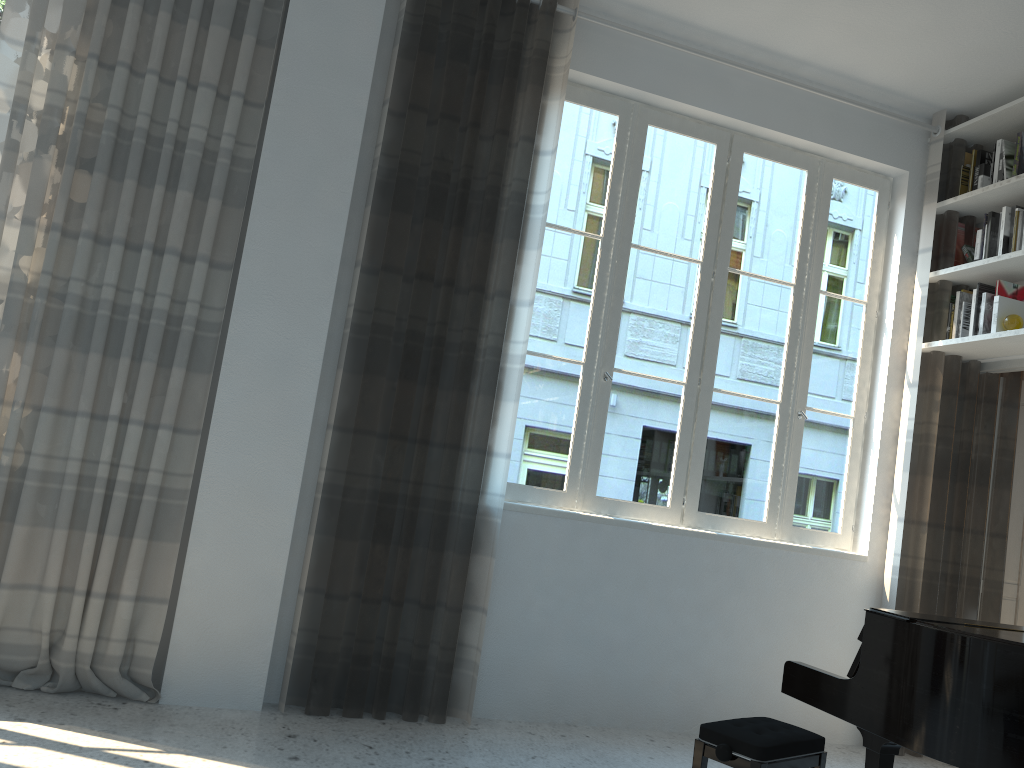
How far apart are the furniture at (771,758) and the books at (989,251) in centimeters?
264cm

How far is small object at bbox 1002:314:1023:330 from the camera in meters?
4.1 m

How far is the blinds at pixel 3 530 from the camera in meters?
3.2

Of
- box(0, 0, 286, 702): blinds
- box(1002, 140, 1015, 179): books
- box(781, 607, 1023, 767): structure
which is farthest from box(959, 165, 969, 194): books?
box(0, 0, 286, 702): blinds

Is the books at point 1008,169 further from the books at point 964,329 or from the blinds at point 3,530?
the blinds at point 3,530

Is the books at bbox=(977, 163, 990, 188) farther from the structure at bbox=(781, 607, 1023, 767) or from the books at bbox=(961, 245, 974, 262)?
the structure at bbox=(781, 607, 1023, 767)

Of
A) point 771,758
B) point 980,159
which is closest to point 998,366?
point 980,159

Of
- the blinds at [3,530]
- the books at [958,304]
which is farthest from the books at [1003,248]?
the blinds at [3,530]

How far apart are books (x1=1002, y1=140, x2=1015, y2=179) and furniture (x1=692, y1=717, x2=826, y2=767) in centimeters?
292cm

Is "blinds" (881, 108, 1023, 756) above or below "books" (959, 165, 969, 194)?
below
